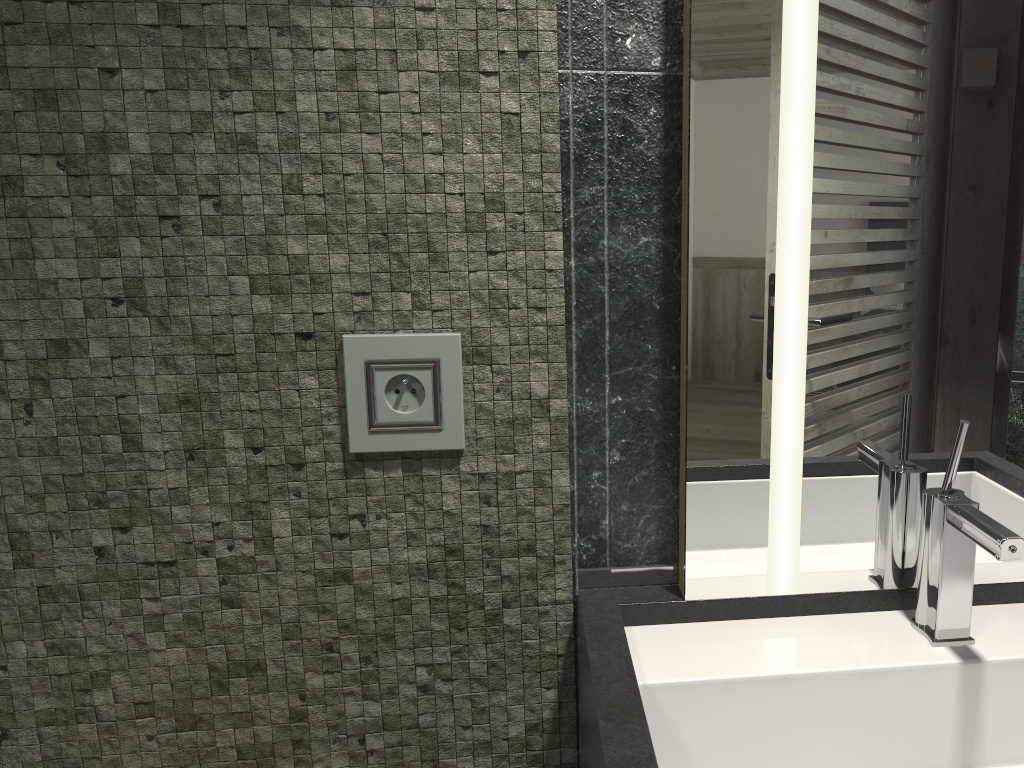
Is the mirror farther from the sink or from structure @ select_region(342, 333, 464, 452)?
structure @ select_region(342, 333, 464, 452)

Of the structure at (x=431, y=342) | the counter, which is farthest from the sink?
the structure at (x=431, y=342)

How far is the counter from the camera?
0.7m

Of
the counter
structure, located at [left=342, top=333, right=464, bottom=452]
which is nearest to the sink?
the counter

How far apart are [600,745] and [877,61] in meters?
0.7 m

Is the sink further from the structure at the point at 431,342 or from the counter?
the structure at the point at 431,342

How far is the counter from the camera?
0.7m

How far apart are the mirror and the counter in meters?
0.0

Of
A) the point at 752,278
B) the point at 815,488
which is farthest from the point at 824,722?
the point at 752,278

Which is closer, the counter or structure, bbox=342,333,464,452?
the counter
